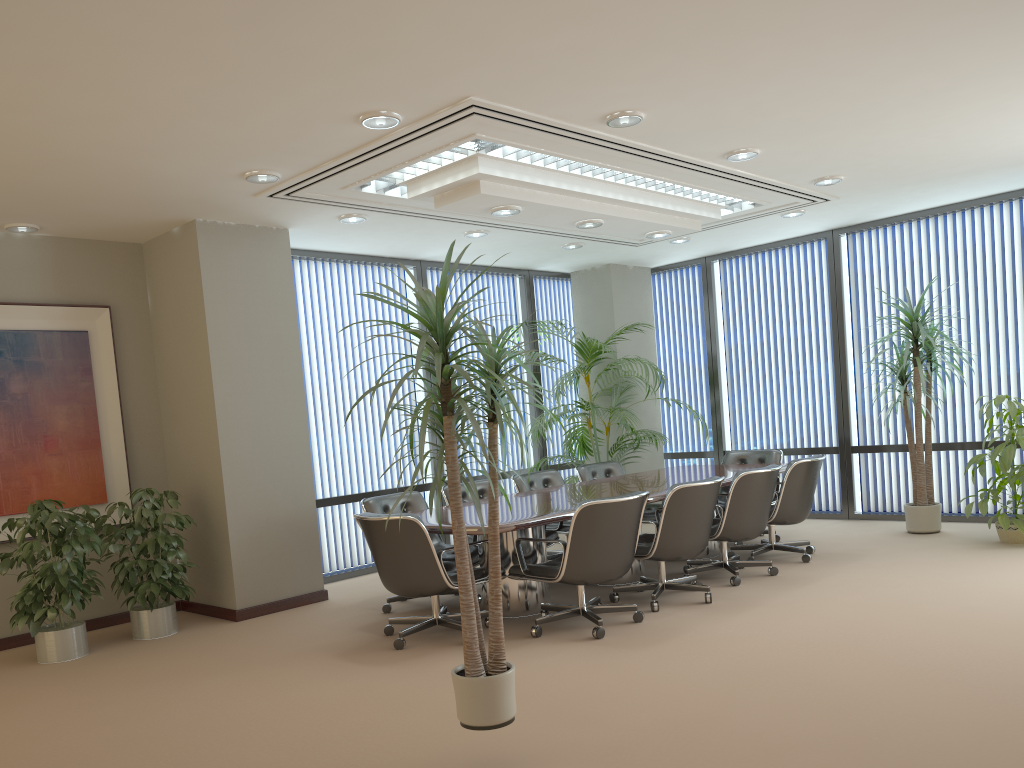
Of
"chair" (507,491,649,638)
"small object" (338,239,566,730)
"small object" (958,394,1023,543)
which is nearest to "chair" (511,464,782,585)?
"chair" (507,491,649,638)

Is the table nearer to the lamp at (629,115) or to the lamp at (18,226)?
the lamp at (629,115)

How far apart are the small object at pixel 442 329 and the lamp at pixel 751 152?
3.3 meters

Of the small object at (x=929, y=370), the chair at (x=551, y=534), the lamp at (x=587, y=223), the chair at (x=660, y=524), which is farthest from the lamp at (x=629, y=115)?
the small object at (x=929, y=370)

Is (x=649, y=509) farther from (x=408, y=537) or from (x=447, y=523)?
(x=408, y=537)

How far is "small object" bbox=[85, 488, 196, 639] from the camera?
6.2m

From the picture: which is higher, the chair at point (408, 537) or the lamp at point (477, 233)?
the lamp at point (477, 233)

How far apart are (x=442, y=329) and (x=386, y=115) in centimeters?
206cm

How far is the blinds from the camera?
8.22m

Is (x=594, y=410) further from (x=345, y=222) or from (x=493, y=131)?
(x=493, y=131)
